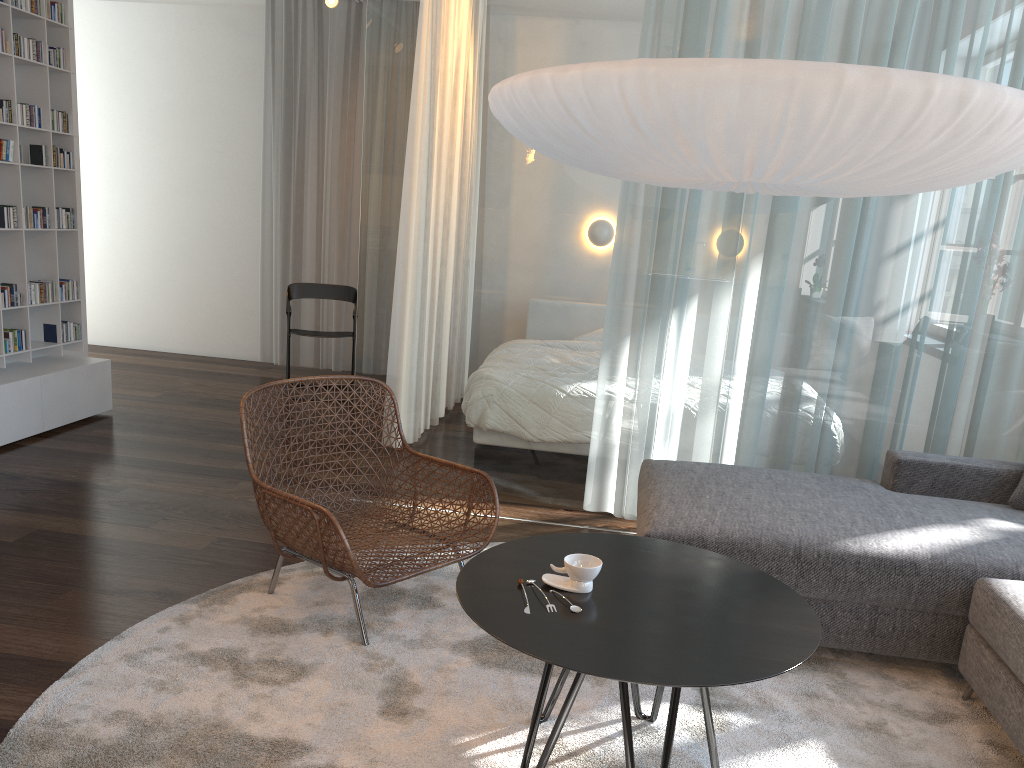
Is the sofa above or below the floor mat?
above

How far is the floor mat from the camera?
2.14m

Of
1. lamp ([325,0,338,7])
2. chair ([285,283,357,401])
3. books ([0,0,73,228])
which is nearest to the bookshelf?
books ([0,0,73,228])

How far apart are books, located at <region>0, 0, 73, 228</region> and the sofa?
3.92m

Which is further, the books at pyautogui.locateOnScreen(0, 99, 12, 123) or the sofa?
the books at pyautogui.locateOnScreen(0, 99, 12, 123)

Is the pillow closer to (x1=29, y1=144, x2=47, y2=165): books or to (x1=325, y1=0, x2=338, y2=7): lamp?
(x1=325, y1=0, x2=338, y2=7): lamp

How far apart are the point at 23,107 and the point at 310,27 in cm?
260

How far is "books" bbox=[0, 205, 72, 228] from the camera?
4.57m

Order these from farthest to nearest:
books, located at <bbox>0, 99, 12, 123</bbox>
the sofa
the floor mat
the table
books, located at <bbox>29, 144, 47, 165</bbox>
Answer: books, located at <bbox>29, 144, 47, 165</bbox> → books, located at <bbox>0, 99, 12, 123</bbox> → the sofa → the floor mat → the table

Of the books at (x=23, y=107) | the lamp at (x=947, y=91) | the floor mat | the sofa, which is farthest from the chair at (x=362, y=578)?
the books at (x=23, y=107)
